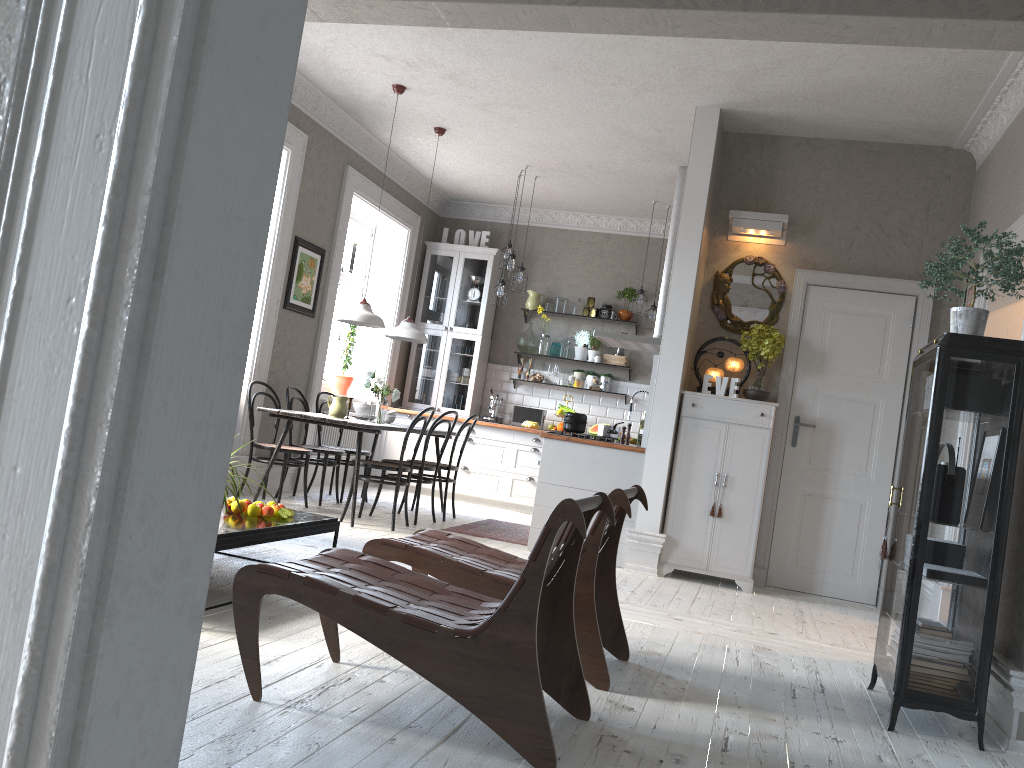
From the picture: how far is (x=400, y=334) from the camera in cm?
743

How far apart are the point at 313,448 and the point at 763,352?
3.6m

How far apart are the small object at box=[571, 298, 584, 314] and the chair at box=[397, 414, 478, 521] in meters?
3.1

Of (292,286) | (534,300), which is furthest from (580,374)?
(292,286)

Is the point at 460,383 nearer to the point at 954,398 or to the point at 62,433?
the point at 954,398

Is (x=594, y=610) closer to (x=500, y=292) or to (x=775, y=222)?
(x=775, y=222)

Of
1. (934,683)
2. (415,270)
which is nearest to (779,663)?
(934,683)

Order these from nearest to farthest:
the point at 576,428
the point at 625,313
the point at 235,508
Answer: the point at 235,508 < the point at 576,428 < the point at 625,313

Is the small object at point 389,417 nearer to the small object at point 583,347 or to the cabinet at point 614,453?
the cabinet at point 614,453

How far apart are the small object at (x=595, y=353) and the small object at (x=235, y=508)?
6.0 meters
